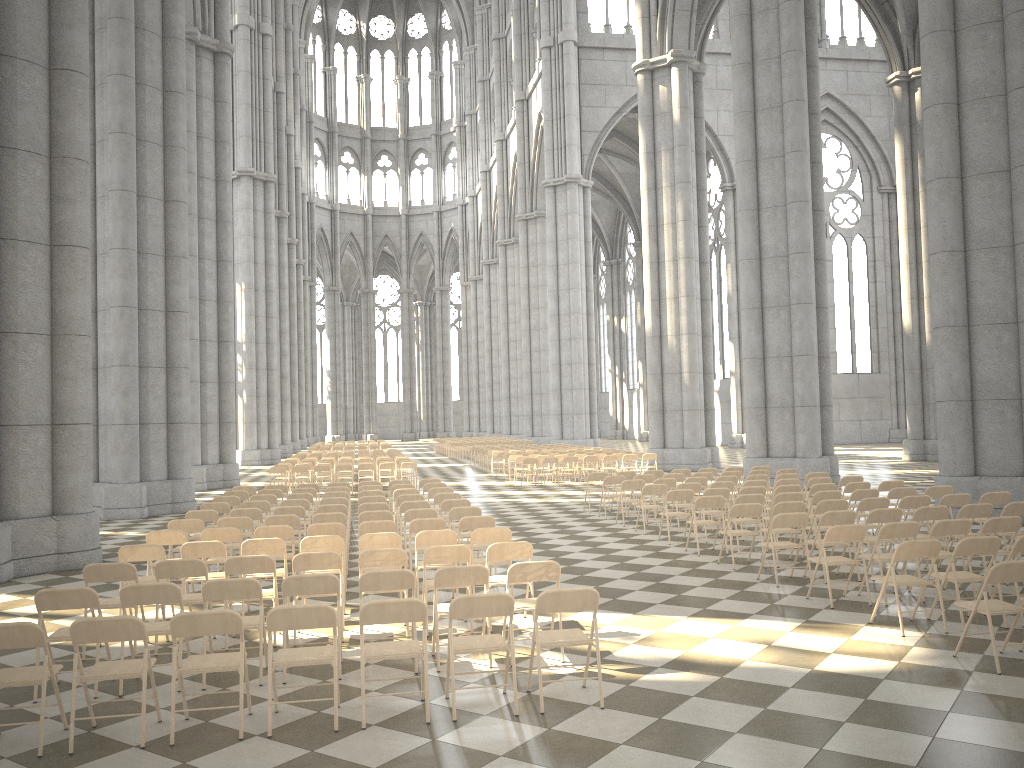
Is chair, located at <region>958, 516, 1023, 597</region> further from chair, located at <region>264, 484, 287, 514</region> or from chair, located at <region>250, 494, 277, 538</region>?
chair, located at <region>264, 484, 287, 514</region>

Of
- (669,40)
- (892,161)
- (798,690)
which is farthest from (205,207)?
(892,161)

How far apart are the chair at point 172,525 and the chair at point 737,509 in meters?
6.6

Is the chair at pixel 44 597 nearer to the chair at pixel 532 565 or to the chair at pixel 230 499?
the chair at pixel 532 565

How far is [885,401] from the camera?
48.60m

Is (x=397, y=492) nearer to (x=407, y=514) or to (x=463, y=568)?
(x=407, y=514)

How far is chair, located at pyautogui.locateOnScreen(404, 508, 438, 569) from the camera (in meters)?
11.51

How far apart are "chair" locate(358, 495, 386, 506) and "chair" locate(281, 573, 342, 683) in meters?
6.6

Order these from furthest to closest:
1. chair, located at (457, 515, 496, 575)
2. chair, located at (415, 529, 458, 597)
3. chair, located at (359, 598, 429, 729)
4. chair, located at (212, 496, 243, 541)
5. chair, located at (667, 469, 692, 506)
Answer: chair, located at (667, 469, 692, 506) → chair, located at (212, 496, 243, 541) → chair, located at (457, 515, 496, 575) → chair, located at (415, 529, 458, 597) → chair, located at (359, 598, 429, 729)

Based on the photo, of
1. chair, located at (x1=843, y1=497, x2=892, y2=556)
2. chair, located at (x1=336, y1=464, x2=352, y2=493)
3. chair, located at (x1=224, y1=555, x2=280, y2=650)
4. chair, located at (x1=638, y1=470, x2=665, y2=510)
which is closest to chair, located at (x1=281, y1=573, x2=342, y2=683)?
chair, located at (x1=224, y1=555, x2=280, y2=650)
